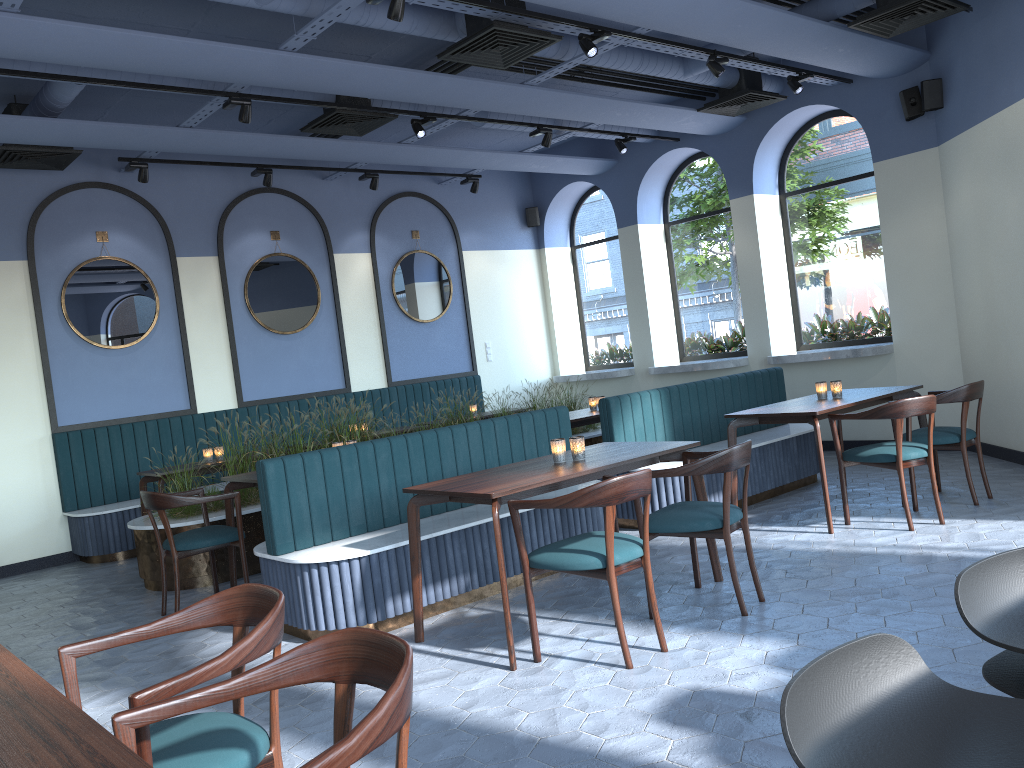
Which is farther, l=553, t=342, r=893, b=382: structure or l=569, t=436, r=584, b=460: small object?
l=553, t=342, r=893, b=382: structure

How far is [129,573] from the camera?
7.0m

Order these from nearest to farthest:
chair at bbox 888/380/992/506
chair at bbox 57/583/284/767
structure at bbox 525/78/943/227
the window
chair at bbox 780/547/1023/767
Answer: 1. chair at bbox 780/547/1023/767
2. chair at bbox 57/583/284/767
3. chair at bbox 888/380/992/506
4. structure at bbox 525/78/943/227
5. the window

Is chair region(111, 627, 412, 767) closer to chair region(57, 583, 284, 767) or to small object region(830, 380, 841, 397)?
chair region(57, 583, 284, 767)

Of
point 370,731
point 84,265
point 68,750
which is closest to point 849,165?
point 84,265

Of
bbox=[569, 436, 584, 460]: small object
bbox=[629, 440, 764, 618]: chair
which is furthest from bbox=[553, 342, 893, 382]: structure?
bbox=[569, 436, 584, 460]: small object

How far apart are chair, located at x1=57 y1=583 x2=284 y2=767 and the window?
7.8m

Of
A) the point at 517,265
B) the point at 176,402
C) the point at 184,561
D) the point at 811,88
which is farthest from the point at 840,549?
the point at 517,265

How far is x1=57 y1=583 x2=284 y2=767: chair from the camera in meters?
2.0 m

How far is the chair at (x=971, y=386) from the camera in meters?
5.7
